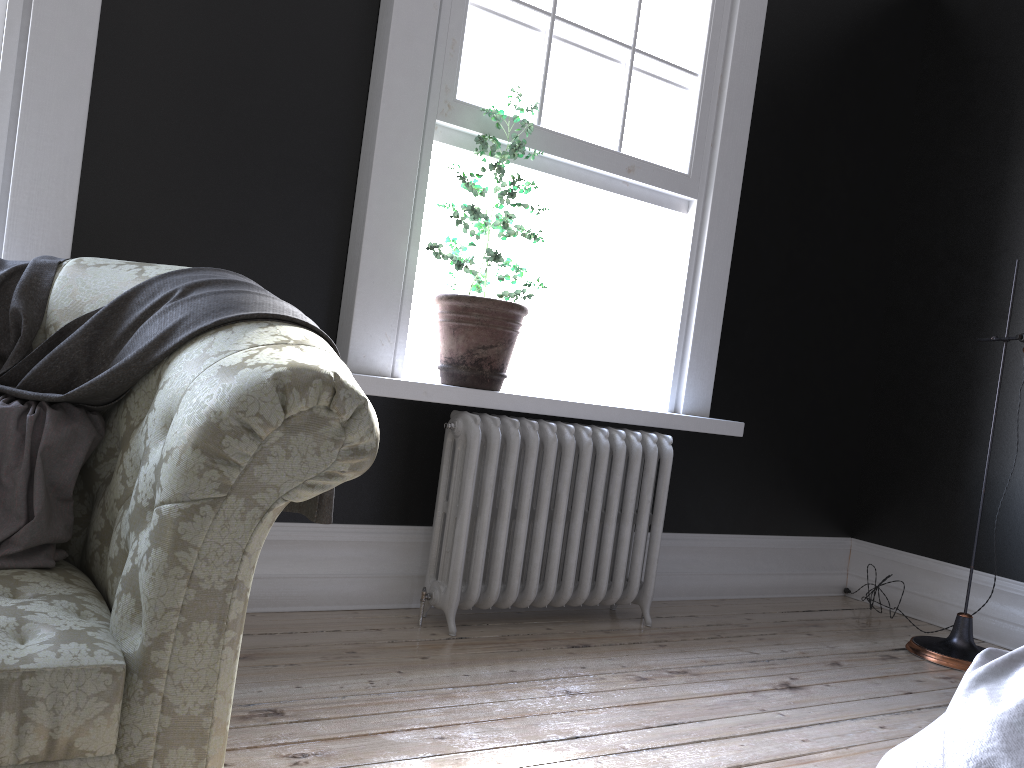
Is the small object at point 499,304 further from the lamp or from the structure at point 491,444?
the lamp

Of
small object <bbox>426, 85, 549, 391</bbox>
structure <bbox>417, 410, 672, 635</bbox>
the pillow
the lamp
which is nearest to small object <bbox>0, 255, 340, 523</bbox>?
the pillow

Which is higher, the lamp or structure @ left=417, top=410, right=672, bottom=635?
structure @ left=417, top=410, right=672, bottom=635

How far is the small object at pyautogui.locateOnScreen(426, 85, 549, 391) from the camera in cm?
330

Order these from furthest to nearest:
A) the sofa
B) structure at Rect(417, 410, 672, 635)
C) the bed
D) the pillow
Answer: structure at Rect(417, 410, 672, 635) → the pillow → the bed → the sofa

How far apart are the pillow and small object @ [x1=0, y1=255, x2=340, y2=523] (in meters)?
0.01

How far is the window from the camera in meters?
3.5 m

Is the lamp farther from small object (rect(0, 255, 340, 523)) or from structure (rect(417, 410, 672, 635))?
small object (rect(0, 255, 340, 523))

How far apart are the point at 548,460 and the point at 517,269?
0.78m

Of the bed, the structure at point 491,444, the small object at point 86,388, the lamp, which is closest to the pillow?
the small object at point 86,388
